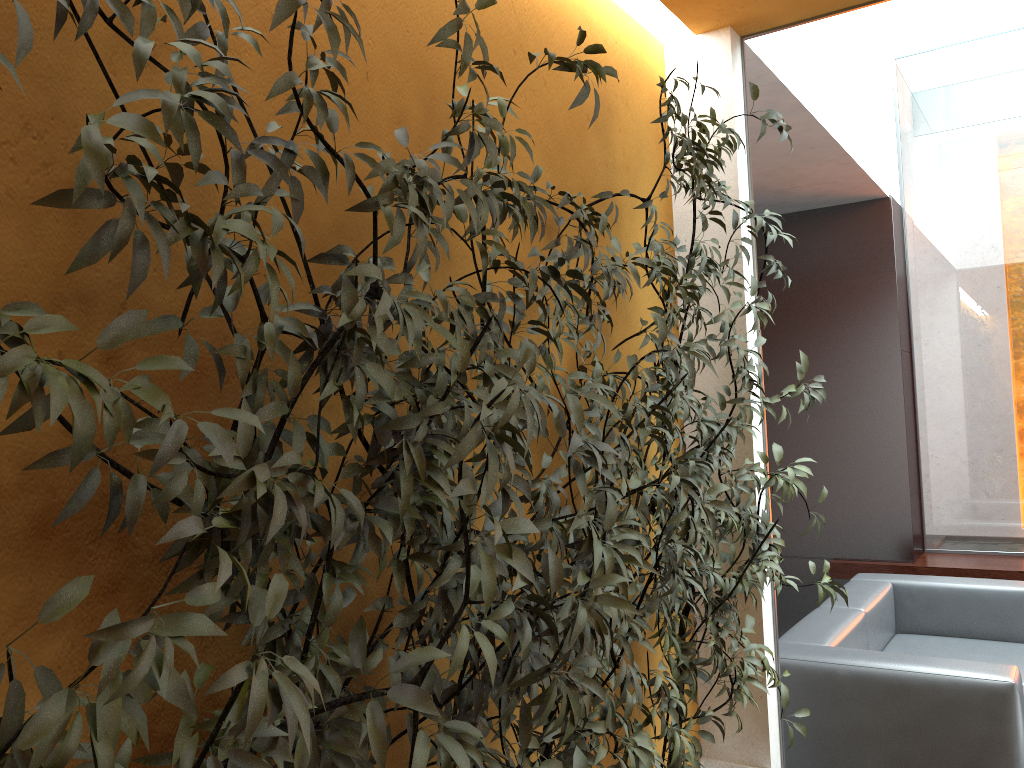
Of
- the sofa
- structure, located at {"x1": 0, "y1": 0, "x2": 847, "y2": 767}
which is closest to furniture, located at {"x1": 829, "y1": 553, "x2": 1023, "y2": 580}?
the sofa

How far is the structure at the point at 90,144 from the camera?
0.9 meters

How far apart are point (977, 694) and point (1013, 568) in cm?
271

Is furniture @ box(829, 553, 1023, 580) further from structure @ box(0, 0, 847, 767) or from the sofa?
structure @ box(0, 0, 847, 767)

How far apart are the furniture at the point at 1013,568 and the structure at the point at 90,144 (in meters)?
3.24

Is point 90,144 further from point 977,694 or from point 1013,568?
point 1013,568

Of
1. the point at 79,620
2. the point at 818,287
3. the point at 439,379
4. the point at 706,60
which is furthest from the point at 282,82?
the point at 818,287

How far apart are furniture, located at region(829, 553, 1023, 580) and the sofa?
0.8m

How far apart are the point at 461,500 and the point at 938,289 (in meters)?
5.81

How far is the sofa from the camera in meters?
3.1 m
